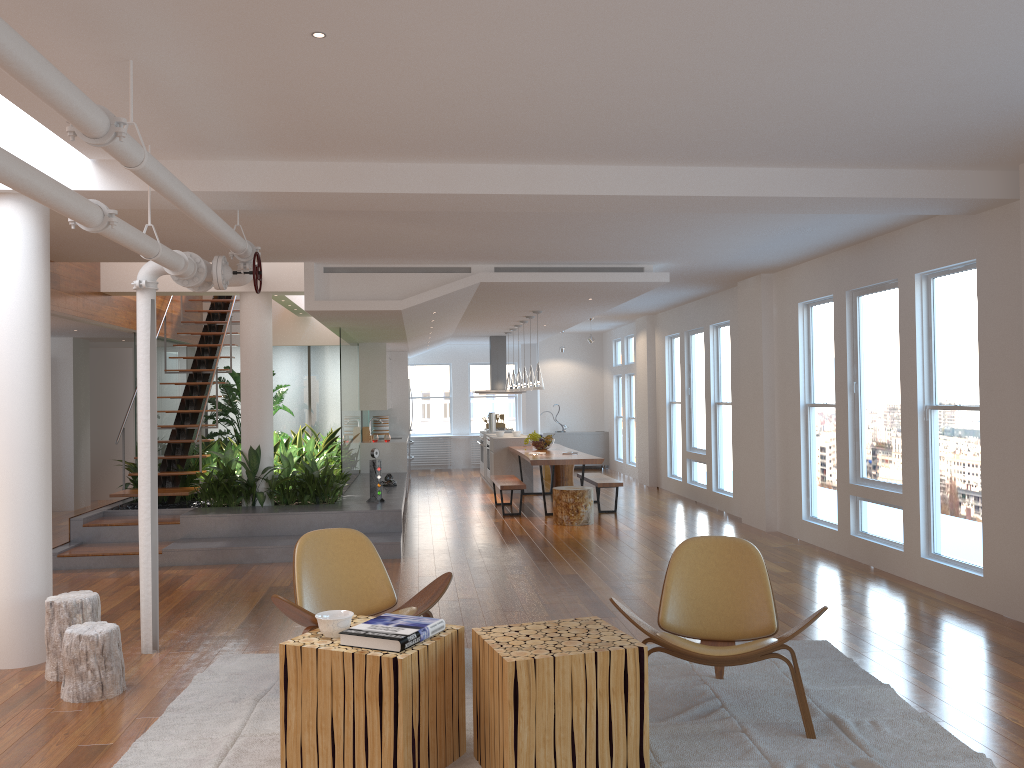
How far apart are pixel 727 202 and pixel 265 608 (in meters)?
4.13

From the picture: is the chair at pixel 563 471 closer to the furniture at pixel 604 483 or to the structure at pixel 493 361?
the furniture at pixel 604 483

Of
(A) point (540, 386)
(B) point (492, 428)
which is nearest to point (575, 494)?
(A) point (540, 386)

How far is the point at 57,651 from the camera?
4.6m

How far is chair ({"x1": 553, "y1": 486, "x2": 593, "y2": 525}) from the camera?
9.9 meters

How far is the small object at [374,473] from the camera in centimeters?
925cm

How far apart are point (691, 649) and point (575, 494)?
6.12m

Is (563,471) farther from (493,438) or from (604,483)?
(604,483)

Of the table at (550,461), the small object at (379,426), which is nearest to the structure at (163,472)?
the small object at (379,426)

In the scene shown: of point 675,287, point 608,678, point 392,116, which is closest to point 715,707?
point 608,678
